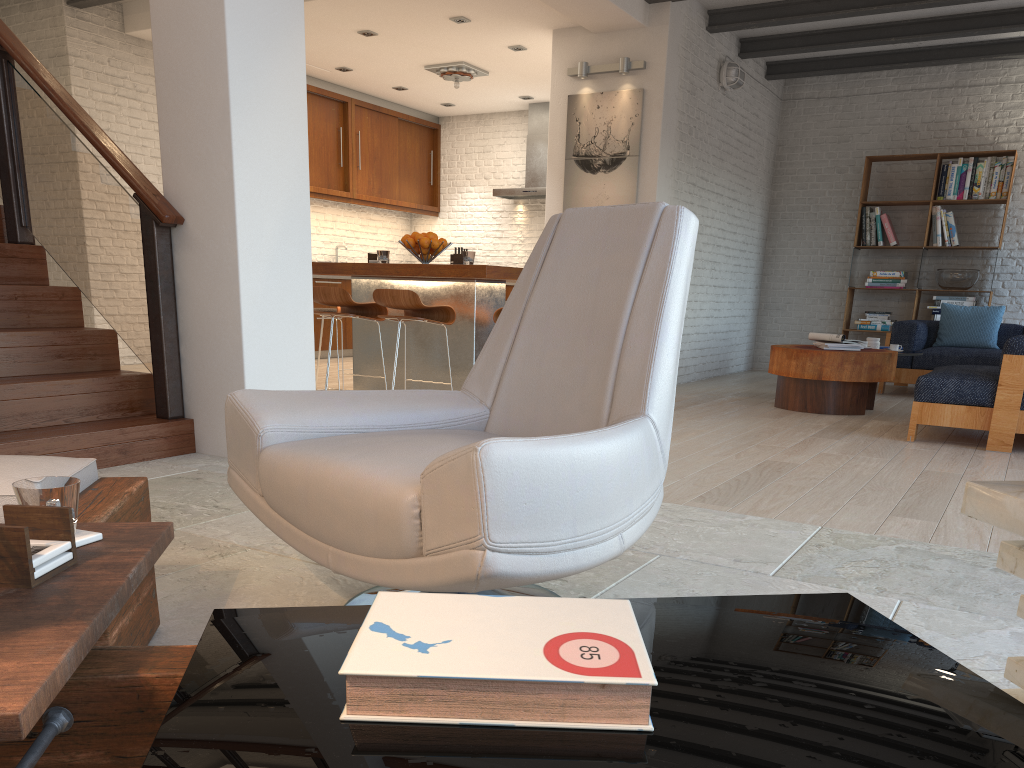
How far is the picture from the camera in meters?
7.3 m

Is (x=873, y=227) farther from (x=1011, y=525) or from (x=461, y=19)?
(x=1011, y=525)

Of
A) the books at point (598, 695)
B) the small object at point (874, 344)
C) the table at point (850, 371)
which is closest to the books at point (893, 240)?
the small object at point (874, 344)

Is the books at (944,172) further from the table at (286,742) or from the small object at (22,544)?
the small object at (22,544)

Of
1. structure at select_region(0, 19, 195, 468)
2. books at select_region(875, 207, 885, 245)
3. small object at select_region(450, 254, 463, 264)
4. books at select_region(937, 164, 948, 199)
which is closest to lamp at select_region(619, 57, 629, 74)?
small object at select_region(450, 254, 463, 264)

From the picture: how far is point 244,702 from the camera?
0.9m

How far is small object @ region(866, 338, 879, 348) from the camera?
6.9 meters

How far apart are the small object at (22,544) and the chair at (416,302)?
4.20m

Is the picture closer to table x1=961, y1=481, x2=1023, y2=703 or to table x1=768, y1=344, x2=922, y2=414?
table x1=768, y1=344, x2=922, y2=414

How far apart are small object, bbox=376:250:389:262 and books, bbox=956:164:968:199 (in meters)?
6.09
